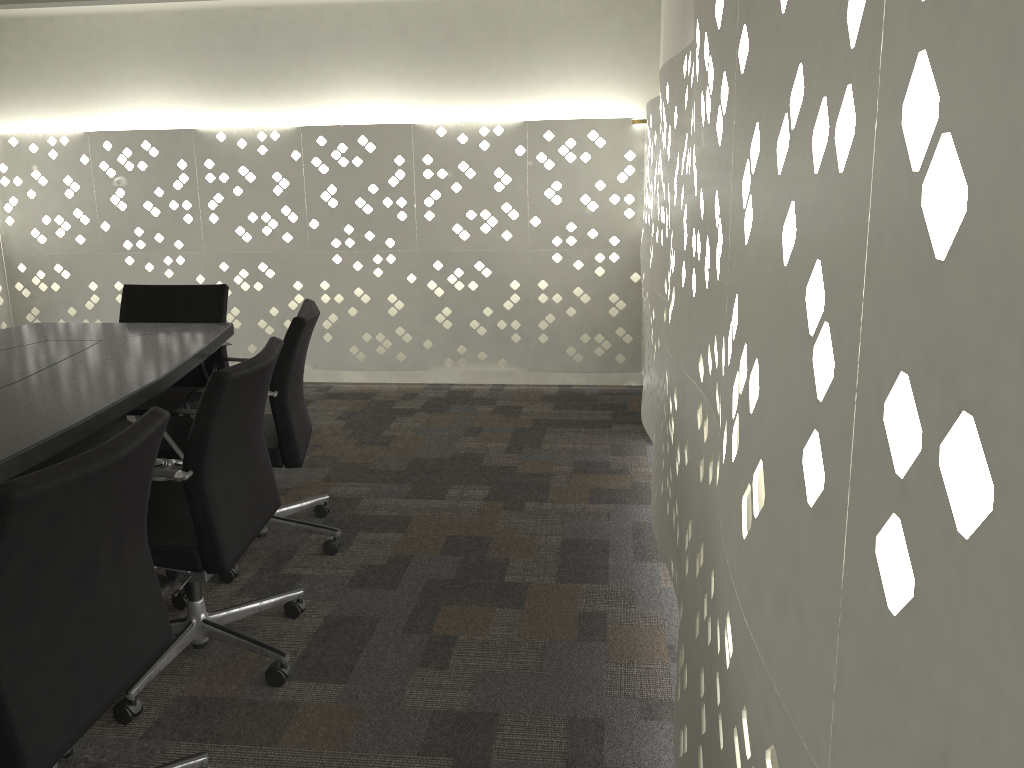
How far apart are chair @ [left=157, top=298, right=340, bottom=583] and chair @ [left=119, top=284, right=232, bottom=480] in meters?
0.2 m

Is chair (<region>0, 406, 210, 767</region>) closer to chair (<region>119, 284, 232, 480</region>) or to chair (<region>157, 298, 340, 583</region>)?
chair (<region>157, 298, 340, 583</region>)

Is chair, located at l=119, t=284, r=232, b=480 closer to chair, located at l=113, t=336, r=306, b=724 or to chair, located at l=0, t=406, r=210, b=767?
chair, located at l=113, t=336, r=306, b=724

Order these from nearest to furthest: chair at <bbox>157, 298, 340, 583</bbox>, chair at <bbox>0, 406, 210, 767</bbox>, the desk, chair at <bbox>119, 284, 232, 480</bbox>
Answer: chair at <bbox>0, 406, 210, 767</bbox>
the desk
chair at <bbox>157, 298, 340, 583</bbox>
chair at <bbox>119, 284, 232, 480</bbox>

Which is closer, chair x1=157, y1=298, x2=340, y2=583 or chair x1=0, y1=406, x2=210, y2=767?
chair x1=0, y1=406, x2=210, y2=767

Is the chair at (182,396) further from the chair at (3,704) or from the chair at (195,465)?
the chair at (3,704)

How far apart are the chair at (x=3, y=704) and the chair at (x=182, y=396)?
1.4 meters

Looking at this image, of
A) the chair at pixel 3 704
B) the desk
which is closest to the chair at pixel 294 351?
the desk

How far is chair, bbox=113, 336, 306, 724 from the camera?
1.85m

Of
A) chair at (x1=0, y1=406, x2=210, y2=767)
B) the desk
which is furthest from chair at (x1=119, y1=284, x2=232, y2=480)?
chair at (x1=0, y1=406, x2=210, y2=767)
